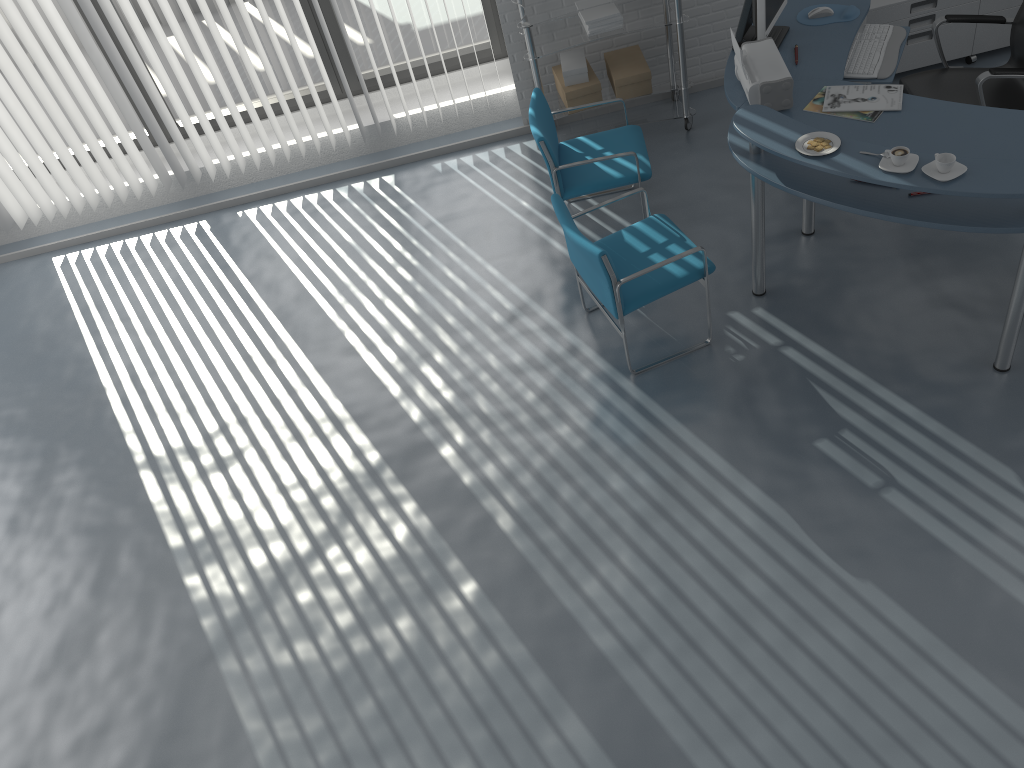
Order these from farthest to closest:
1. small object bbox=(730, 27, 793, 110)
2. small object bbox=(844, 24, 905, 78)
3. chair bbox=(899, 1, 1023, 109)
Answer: small object bbox=(844, 24, 905, 78)
chair bbox=(899, 1, 1023, 109)
small object bbox=(730, 27, 793, 110)

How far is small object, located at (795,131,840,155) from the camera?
3.2 meters

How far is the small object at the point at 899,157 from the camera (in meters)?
3.04

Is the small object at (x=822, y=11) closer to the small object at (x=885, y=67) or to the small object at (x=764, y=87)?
the small object at (x=885, y=67)

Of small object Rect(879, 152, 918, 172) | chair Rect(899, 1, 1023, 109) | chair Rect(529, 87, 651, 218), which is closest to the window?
chair Rect(529, 87, 651, 218)

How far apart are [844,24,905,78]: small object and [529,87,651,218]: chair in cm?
96

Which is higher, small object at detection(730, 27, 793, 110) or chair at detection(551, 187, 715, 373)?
small object at detection(730, 27, 793, 110)

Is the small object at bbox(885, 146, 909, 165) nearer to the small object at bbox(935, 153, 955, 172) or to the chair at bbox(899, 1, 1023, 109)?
the small object at bbox(935, 153, 955, 172)

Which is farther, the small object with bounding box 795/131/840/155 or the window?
the window

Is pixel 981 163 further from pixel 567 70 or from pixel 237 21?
pixel 237 21
